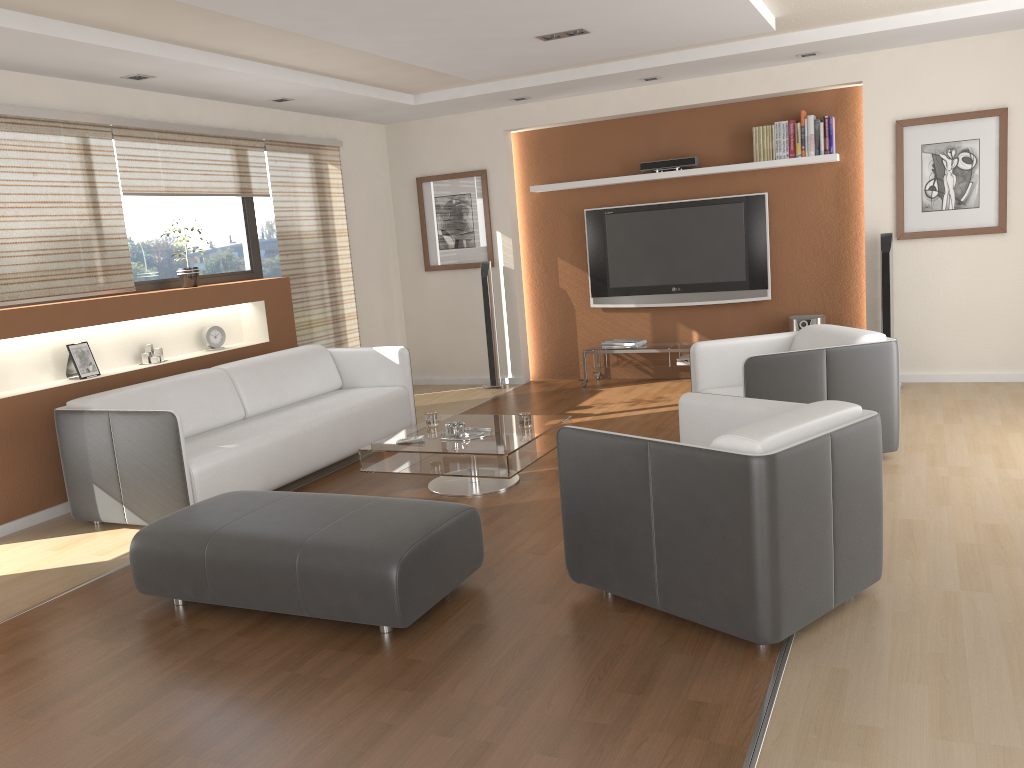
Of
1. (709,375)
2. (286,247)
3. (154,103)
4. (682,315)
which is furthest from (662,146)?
(154,103)

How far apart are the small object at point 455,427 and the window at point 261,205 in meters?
3.1 m

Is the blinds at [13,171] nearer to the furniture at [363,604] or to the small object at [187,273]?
the small object at [187,273]

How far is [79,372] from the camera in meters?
5.3

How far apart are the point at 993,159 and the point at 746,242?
1.9 meters

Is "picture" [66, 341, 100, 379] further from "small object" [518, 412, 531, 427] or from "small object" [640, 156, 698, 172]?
"small object" [640, 156, 698, 172]

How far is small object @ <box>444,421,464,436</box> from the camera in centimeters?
489cm

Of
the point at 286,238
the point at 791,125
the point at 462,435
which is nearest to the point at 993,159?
the point at 791,125

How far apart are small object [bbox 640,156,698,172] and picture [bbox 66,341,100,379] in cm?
460

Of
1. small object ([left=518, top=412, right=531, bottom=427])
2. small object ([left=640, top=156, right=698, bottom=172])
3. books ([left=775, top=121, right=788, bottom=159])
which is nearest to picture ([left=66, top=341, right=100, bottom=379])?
small object ([left=518, top=412, right=531, bottom=427])
